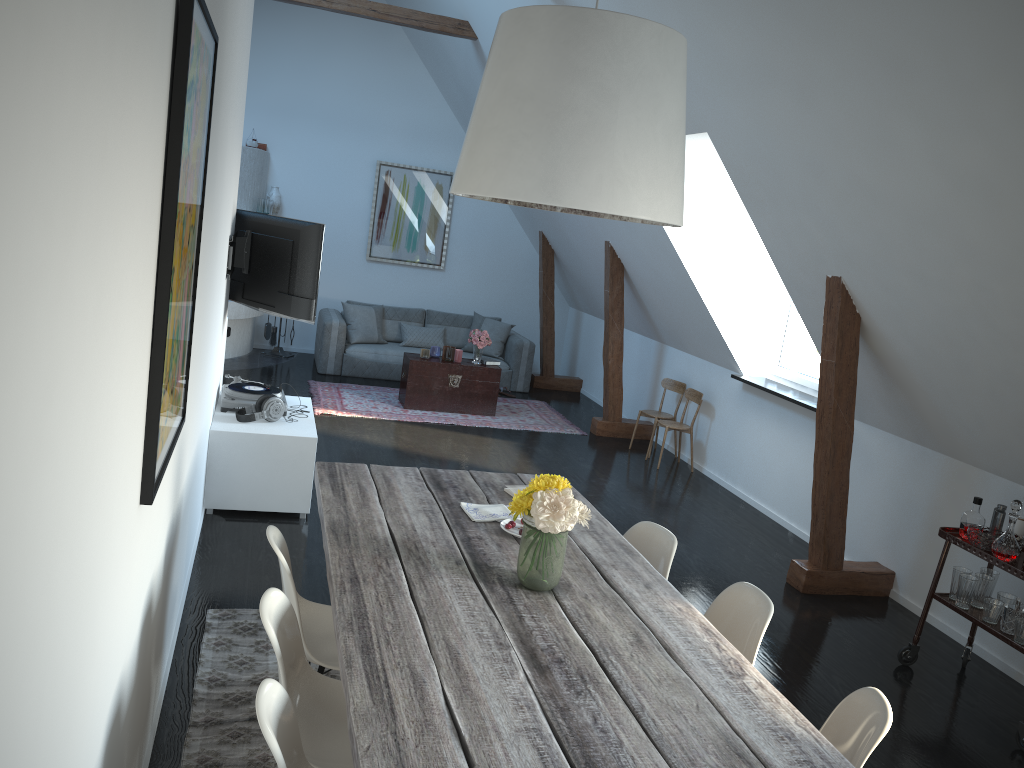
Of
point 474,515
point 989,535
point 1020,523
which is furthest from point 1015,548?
point 474,515

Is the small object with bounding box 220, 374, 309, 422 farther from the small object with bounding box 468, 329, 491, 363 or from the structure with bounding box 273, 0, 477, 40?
the structure with bounding box 273, 0, 477, 40

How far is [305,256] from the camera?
5.5 meters

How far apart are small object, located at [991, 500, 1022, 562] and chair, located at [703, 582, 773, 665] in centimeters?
169cm

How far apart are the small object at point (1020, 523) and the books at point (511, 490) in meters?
2.4 m

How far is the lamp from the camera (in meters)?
2.28

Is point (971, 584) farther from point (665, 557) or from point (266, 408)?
point (266, 408)

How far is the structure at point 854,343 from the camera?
5.00m

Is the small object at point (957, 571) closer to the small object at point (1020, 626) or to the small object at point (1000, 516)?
the small object at point (1000, 516)

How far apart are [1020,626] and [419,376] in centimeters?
573cm
